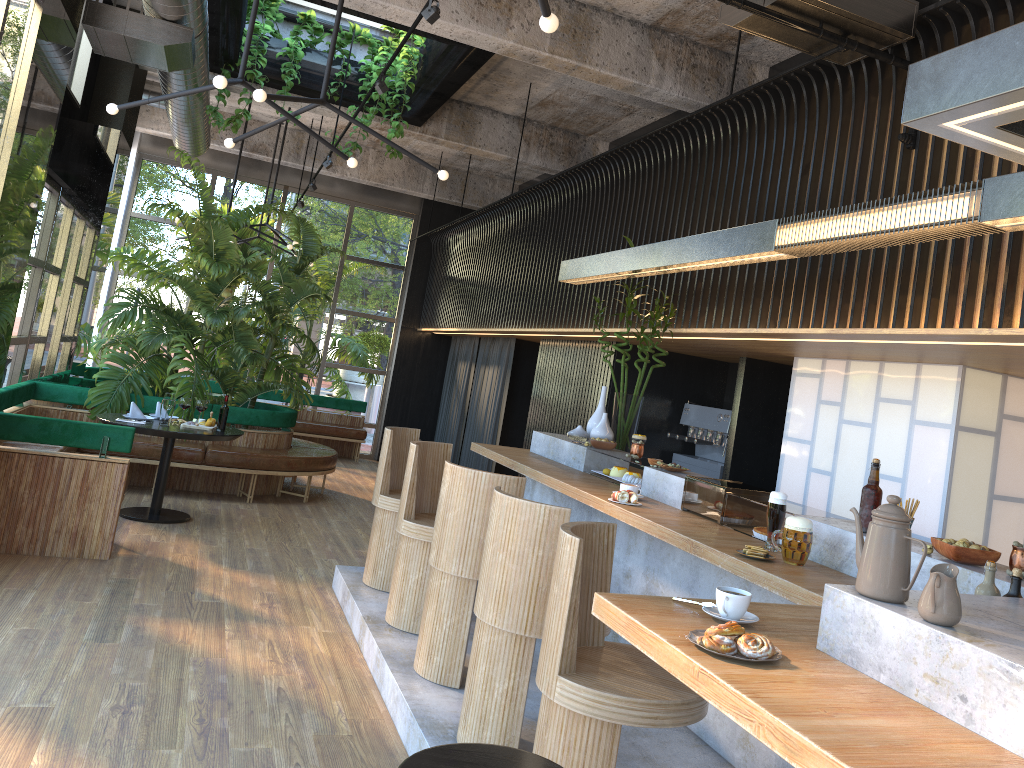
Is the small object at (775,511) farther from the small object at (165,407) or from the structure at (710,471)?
the small object at (165,407)

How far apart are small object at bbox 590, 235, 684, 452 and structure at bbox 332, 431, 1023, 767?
0.3 meters

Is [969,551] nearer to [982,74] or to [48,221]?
[982,74]

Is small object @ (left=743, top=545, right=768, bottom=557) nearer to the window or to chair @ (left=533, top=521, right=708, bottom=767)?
chair @ (left=533, top=521, right=708, bottom=767)

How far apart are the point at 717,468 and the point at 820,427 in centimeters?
158cm

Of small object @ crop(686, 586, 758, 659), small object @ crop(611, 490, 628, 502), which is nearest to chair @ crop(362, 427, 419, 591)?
small object @ crop(611, 490, 628, 502)

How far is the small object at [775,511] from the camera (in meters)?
3.53

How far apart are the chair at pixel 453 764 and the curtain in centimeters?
857cm

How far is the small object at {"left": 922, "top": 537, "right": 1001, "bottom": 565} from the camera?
2.9m

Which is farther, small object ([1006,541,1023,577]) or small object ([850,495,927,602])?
small object ([1006,541,1023,577])
